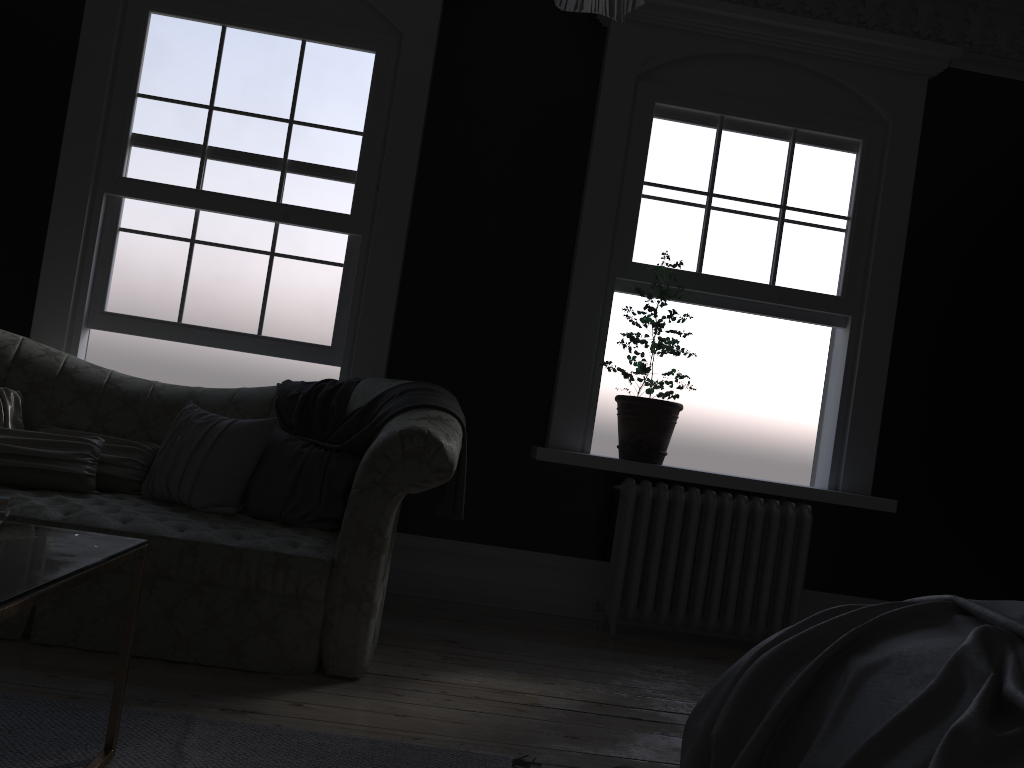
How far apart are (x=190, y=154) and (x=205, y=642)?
2.8m

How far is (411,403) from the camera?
3.64m

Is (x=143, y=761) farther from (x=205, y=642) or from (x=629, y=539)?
(x=629, y=539)

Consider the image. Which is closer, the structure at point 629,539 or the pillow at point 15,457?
the pillow at point 15,457

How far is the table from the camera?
1.7m

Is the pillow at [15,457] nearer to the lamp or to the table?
the table

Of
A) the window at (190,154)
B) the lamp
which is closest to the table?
the lamp

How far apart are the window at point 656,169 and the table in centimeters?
335cm

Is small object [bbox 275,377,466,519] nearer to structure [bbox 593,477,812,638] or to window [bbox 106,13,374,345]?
window [bbox 106,13,374,345]

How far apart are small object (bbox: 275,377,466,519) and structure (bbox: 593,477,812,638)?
1.1 meters
